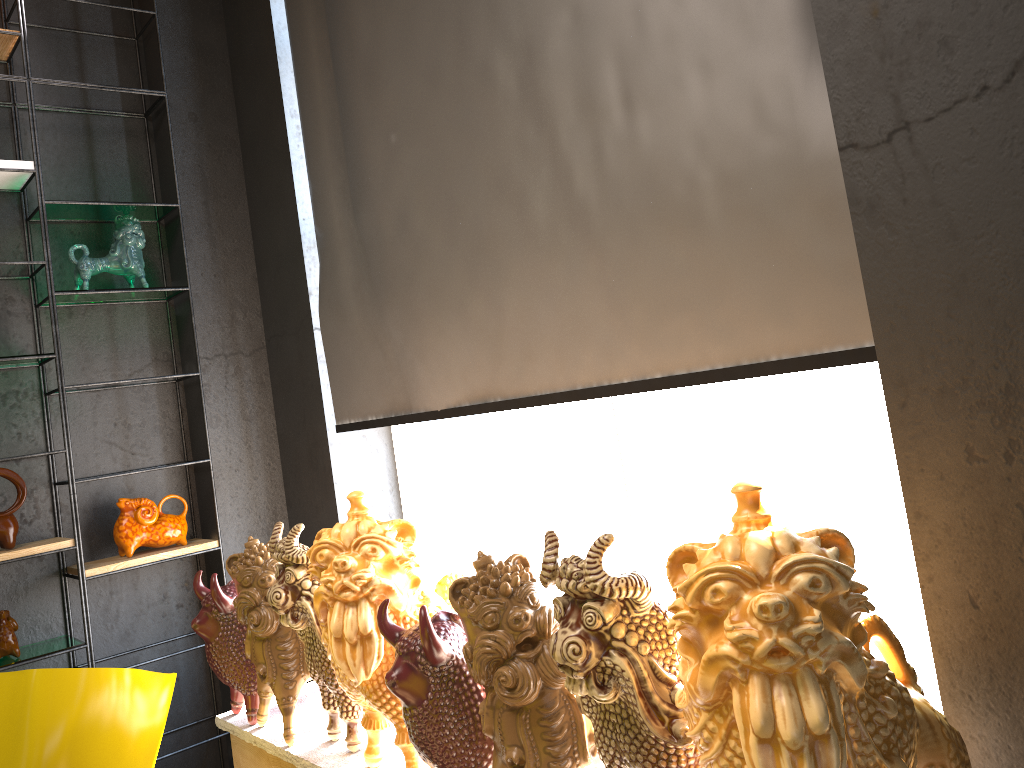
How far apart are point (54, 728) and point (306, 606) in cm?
60

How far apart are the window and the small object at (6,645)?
1.4 meters

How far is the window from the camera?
2.6m

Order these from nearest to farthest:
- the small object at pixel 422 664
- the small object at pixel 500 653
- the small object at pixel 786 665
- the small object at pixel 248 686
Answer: the small object at pixel 786 665, the small object at pixel 500 653, the small object at pixel 422 664, the small object at pixel 248 686

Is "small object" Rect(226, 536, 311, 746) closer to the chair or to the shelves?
the chair

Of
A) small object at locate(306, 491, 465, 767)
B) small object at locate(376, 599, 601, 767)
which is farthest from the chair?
small object at locate(376, 599, 601, 767)

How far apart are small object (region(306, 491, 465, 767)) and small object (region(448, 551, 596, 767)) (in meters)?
0.32

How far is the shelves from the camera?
3.1 meters

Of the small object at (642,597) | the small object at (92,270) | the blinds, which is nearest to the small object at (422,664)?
the small object at (642,597)

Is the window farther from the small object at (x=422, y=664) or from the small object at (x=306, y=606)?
the small object at (x=306, y=606)
